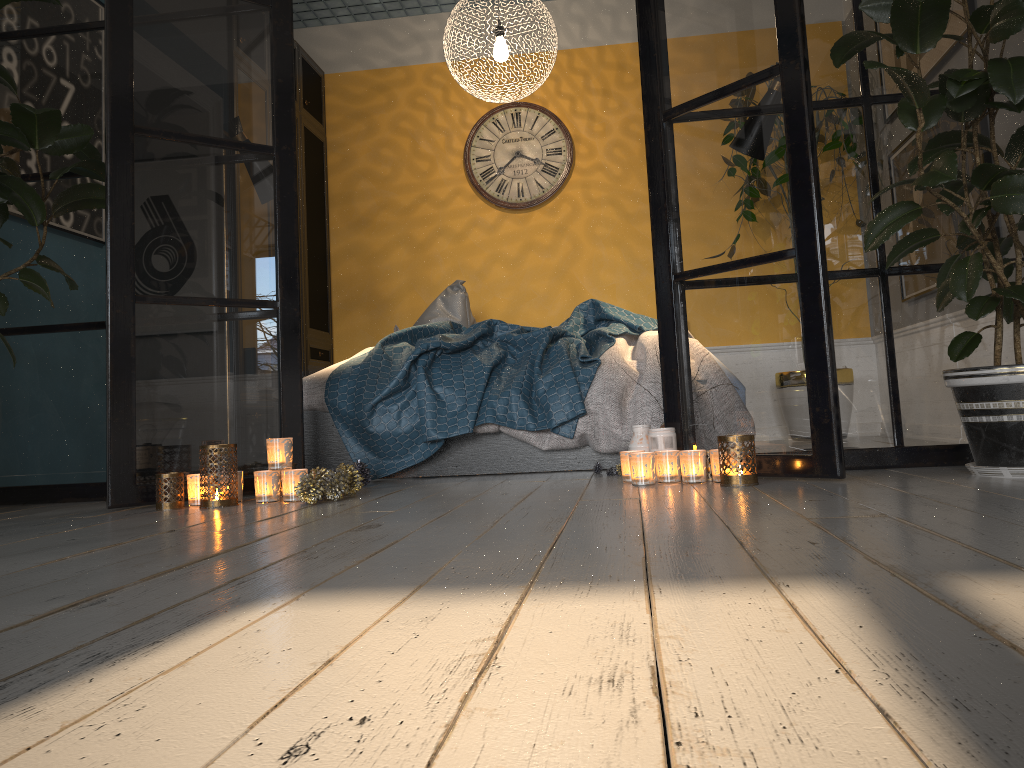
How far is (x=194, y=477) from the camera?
2.7m

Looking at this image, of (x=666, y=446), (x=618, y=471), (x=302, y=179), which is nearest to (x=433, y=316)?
(x=302, y=179)

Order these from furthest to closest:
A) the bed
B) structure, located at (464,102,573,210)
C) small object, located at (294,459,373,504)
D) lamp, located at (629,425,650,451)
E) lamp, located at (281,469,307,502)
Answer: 1. structure, located at (464,102,573,210)
2. the bed
3. lamp, located at (629,425,650,451)
4. lamp, located at (281,469,307,502)
5. small object, located at (294,459,373,504)

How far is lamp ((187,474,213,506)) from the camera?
2.74m

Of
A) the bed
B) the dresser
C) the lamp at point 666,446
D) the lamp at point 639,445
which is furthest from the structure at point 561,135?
the lamp at point 666,446

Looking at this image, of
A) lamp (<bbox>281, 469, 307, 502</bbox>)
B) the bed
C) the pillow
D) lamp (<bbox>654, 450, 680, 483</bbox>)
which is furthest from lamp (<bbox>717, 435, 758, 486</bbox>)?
the pillow

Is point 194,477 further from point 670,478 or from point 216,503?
point 670,478

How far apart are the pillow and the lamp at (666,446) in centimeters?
220cm

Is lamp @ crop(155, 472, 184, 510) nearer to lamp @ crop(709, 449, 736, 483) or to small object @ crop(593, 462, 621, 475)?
small object @ crop(593, 462, 621, 475)

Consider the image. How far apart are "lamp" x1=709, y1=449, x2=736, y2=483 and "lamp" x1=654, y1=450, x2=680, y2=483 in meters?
0.1 m
